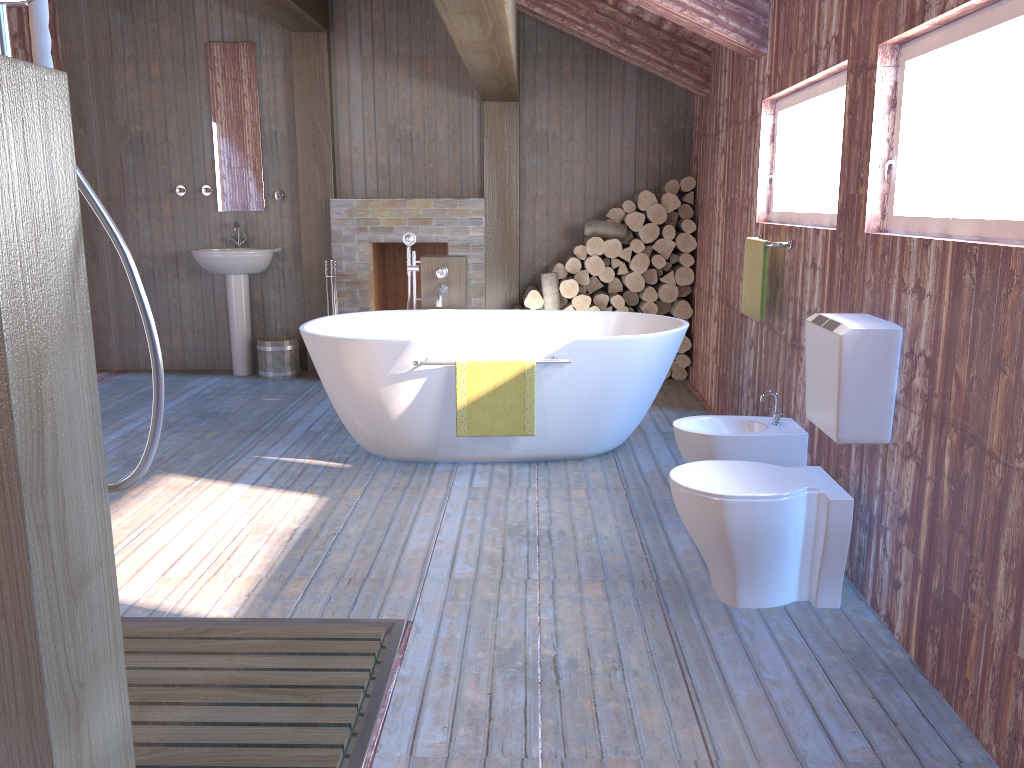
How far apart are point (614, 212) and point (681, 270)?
0.6 meters

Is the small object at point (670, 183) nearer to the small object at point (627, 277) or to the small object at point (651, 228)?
the small object at point (651, 228)

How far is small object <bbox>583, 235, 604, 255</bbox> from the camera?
6.16m

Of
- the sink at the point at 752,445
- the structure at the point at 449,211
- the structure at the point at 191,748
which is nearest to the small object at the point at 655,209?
the structure at the point at 449,211

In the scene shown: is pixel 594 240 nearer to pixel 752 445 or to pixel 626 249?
pixel 626 249

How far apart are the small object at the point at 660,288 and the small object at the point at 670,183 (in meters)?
0.65

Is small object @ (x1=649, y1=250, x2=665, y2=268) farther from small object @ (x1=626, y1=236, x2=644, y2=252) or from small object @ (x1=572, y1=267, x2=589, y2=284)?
small object @ (x1=572, y1=267, x2=589, y2=284)

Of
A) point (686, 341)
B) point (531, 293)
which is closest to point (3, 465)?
point (531, 293)

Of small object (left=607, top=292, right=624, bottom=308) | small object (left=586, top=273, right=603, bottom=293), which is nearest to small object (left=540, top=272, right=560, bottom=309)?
small object (left=586, top=273, right=603, bottom=293)

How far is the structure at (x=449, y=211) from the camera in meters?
6.4 m
